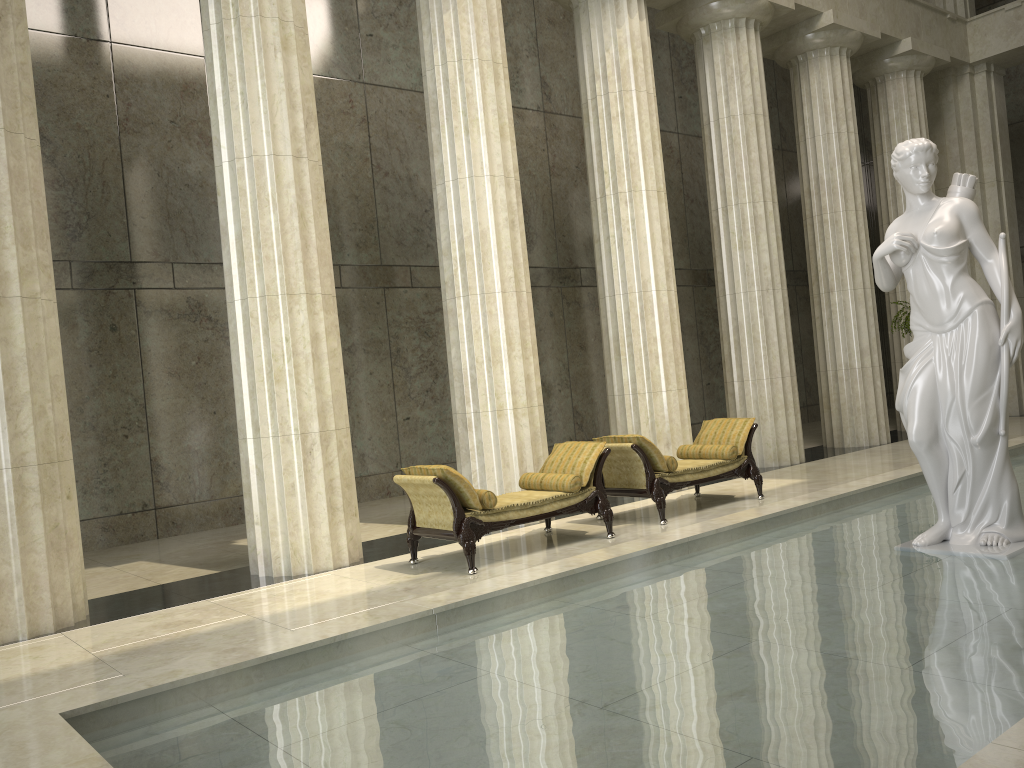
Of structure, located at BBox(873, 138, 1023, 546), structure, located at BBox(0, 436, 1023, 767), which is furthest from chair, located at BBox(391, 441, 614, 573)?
structure, located at BBox(873, 138, 1023, 546)

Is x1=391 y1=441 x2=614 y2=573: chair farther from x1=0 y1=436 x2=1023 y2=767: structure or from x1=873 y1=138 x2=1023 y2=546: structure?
x1=873 y1=138 x2=1023 y2=546: structure

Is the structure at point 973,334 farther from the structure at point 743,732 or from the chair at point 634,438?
the chair at point 634,438

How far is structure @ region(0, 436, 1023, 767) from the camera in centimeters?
333cm

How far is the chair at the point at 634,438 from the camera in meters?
9.2 m

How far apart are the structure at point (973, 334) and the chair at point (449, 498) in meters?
3.1 m

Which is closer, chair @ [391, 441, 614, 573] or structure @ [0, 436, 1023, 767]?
structure @ [0, 436, 1023, 767]

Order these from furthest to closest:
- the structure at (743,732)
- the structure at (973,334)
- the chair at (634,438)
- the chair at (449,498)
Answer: the chair at (634,438)
the chair at (449,498)
the structure at (973,334)
the structure at (743,732)

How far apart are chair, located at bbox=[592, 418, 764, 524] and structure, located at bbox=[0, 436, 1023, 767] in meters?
1.6

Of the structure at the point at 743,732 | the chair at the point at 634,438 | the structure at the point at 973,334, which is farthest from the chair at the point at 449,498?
the structure at the point at 973,334
